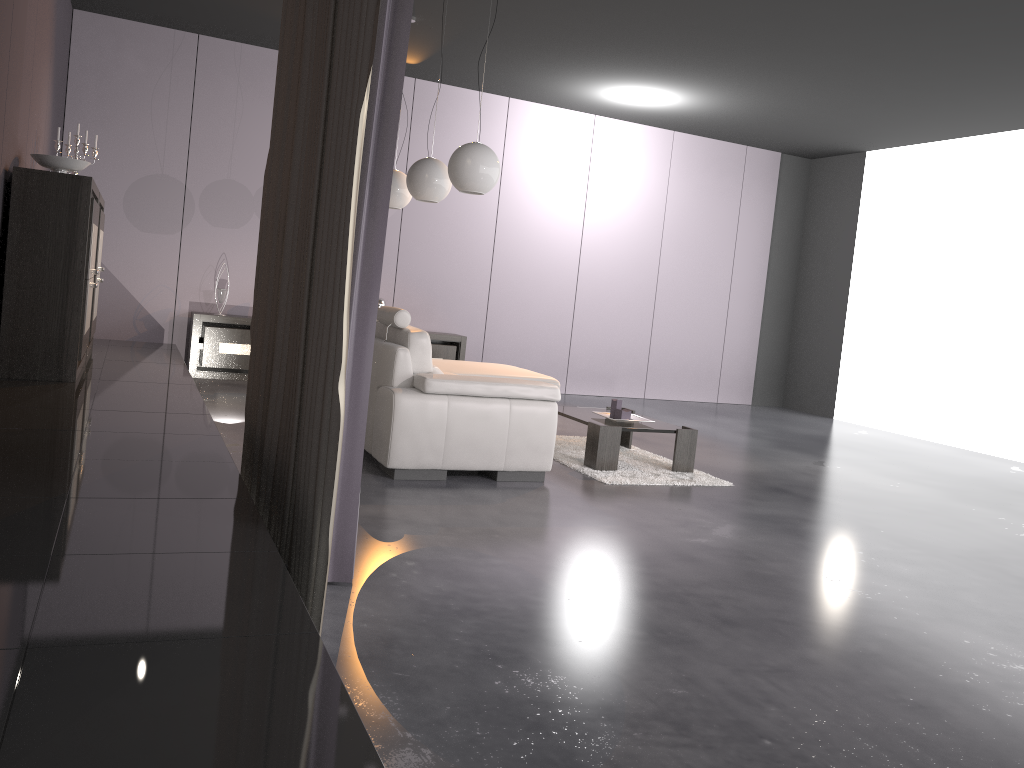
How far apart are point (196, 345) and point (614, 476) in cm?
424

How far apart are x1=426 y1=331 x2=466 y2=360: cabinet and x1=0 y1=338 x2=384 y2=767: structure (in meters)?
2.47

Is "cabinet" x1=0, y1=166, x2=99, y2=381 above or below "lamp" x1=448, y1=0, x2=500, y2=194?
below

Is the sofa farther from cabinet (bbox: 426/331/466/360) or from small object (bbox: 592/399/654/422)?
cabinet (bbox: 426/331/466/360)

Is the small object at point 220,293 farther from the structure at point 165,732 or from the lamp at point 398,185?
the lamp at point 398,185

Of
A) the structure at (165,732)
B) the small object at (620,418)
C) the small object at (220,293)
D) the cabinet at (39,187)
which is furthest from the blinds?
the small object at (220,293)

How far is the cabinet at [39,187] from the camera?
4.5 meters

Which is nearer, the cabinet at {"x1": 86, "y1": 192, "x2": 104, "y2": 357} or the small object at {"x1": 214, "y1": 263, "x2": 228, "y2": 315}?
the cabinet at {"x1": 86, "y1": 192, "x2": 104, "y2": 357}

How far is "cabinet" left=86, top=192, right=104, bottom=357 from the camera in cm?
601

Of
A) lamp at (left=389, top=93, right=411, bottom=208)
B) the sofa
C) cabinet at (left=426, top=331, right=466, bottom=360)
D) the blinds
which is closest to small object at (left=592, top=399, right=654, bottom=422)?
the sofa
